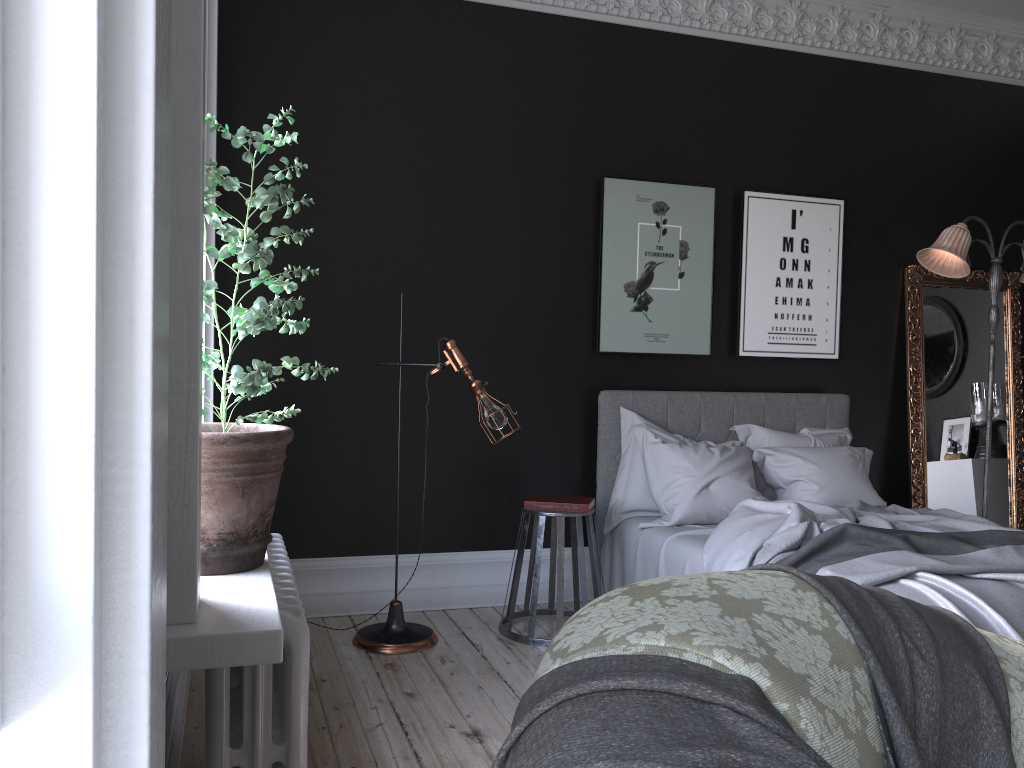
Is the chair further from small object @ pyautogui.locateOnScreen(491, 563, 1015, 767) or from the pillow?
small object @ pyautogui.locateOnScreen(491, 563, 1015, 767)

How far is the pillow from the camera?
4.84m

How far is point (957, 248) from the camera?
5.3 meters

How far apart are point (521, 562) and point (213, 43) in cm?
284

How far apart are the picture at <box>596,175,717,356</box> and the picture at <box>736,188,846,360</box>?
0.2m

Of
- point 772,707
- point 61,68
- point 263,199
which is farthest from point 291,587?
point 61,68

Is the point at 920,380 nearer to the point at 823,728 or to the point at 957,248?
the point at 957,248

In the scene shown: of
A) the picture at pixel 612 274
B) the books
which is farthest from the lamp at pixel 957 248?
the books

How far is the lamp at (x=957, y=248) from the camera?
5.3 meters

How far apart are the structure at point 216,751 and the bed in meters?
1.9 m
